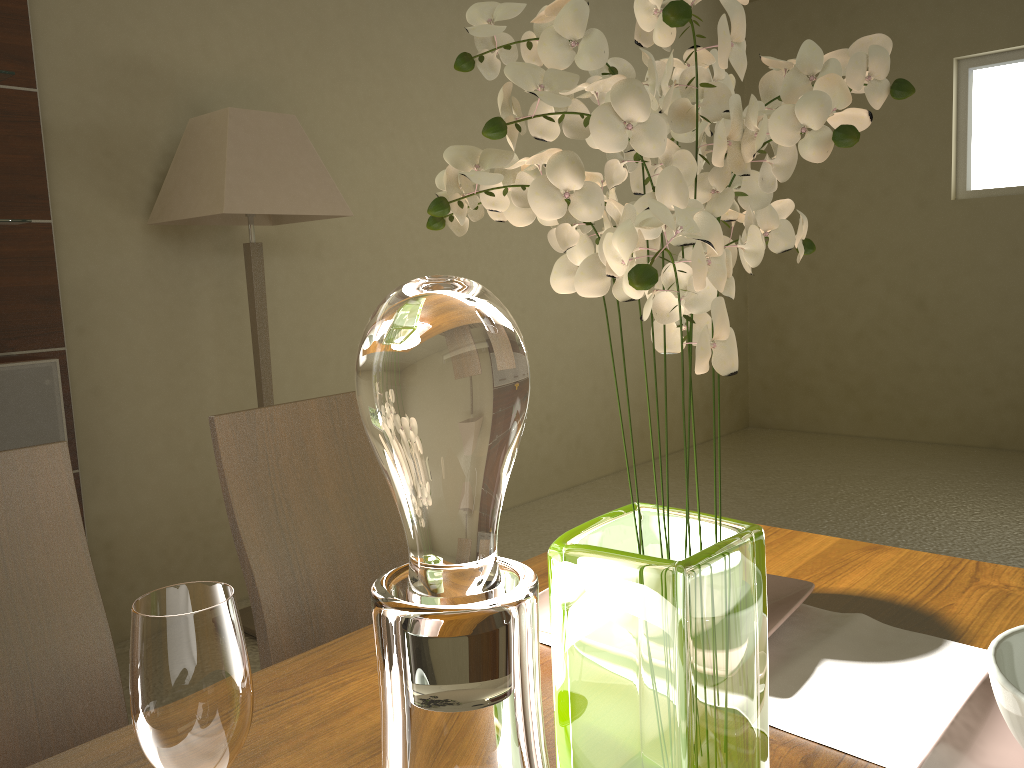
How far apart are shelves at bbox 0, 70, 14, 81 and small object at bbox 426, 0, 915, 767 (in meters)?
2.40

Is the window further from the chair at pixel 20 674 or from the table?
the chair at pixel 20 674

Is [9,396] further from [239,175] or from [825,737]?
[825,737]

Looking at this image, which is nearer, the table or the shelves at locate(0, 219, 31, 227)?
the table

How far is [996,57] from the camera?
5.3 meters

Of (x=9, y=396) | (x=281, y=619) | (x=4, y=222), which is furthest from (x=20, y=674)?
(x=4, y=222)

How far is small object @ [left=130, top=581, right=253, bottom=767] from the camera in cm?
54

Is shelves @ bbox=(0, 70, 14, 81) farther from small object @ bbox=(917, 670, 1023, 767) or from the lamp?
small object @ bbox=(917, 670, 1023, 767)

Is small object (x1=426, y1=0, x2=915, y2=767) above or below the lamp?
below

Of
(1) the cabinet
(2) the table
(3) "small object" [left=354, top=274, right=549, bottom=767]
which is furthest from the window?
(3) "small object" [left=354, top=274, right=549, bottom=767]
